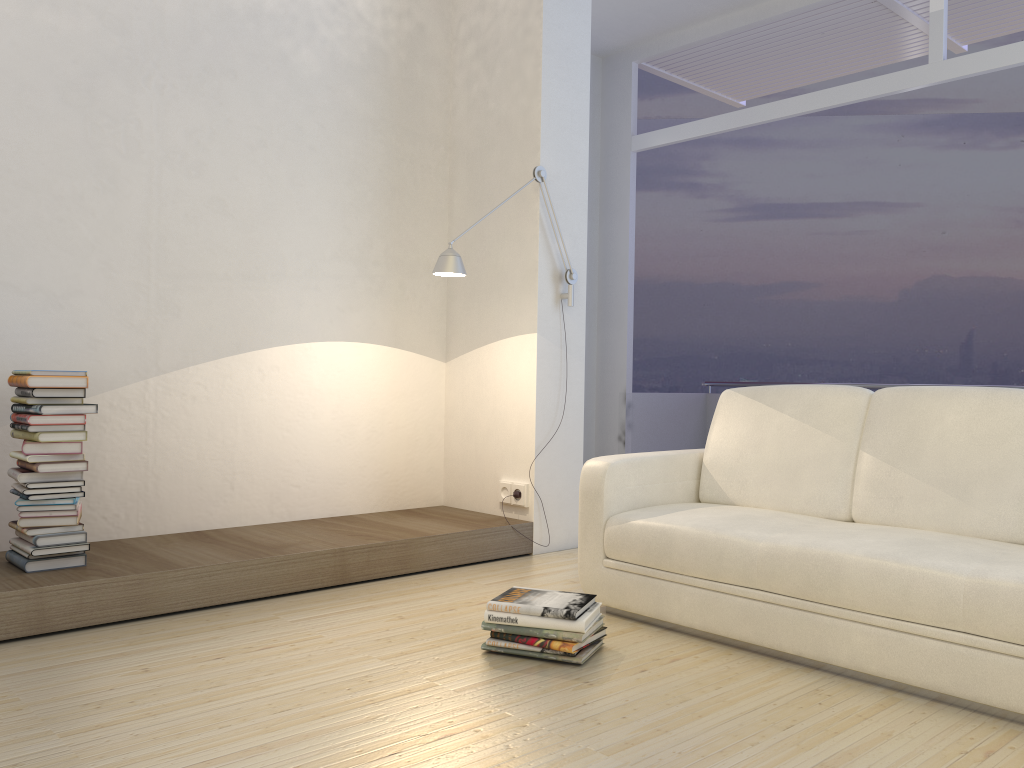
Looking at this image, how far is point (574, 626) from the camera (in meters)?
2.66

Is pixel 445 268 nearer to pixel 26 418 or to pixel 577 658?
pixel 26 418

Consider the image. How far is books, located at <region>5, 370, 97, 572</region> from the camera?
3.1m

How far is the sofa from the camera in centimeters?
237cm

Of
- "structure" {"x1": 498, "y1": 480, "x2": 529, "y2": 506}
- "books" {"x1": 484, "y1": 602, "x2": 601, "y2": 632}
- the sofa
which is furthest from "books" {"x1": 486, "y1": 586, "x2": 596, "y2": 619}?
"structure" {"x1": 498, "y1": 480, "x2": 529, "y2": 506}

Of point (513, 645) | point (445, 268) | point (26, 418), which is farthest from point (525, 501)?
point (26, 418)

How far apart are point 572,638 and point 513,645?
0.2m

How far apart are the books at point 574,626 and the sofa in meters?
0.3 m

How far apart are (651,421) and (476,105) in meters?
3.6 m

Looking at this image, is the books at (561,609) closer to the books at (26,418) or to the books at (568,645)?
the books at (568,645)
